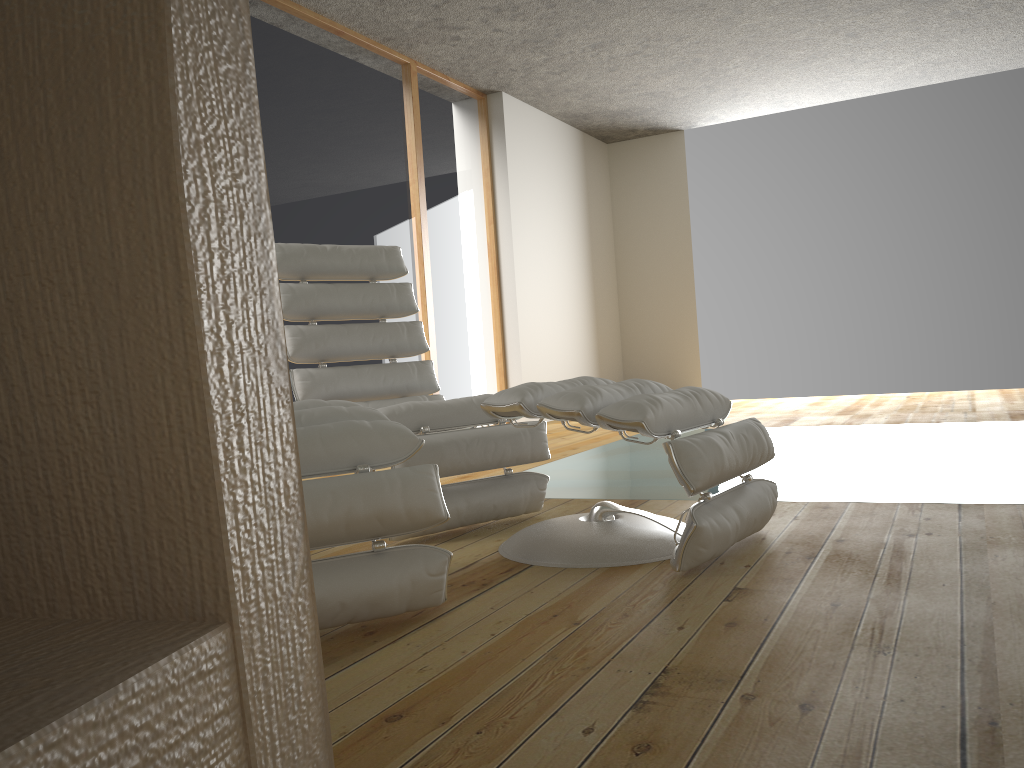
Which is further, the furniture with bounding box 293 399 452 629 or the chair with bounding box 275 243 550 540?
the chair with bounding box 275 243 550 540

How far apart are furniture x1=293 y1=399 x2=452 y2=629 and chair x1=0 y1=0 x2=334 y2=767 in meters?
1.4 m

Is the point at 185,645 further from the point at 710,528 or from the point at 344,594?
the point at 710,528

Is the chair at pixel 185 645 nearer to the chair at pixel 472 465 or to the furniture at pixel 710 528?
the furniture at pixel 710 528

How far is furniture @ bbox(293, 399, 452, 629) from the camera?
1.7m

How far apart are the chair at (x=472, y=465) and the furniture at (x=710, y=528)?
0.3m

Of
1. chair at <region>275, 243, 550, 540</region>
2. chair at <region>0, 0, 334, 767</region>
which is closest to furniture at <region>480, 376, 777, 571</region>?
chair at <region>275, 243, 550, 540</region>

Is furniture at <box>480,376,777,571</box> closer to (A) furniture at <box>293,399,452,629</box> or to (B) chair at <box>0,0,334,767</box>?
(A) furniture at <box>293,399,452,629</box>

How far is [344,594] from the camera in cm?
167

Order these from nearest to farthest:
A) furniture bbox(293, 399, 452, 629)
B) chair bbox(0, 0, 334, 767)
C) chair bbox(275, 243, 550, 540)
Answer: chair bbox(0, 0, 334, 767) → furniture bbox(293, 399, 452, 629) → chair bbox(275, 243, 550, 540)
